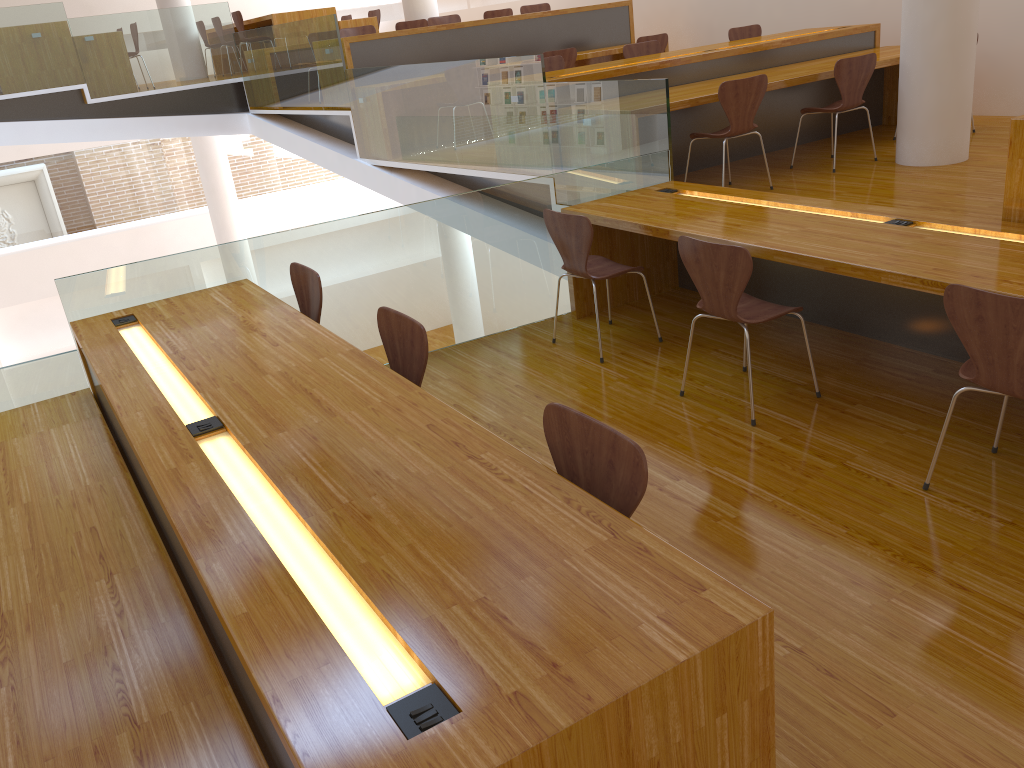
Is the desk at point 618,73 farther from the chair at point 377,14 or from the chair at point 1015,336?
the chair at point 377,14

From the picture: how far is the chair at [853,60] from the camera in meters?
5.6

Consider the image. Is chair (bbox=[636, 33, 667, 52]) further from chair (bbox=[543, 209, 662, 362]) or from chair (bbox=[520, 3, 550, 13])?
chair (bbox=[543, 209, 662, 362])

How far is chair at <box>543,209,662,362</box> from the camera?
4.0m

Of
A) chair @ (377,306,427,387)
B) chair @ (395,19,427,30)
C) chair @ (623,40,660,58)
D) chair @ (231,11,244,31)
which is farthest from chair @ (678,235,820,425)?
chair @ (231,11,244,31)

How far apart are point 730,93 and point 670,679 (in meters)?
4.46

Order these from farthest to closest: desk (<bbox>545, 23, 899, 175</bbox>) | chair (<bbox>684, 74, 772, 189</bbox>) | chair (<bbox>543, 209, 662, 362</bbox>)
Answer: desk (<bbox>545, 23, 899, 175</bbox>) → chair (<bbox>684, 74, 772, 189</bbox>) → chair (<bbox>543, 209, 662, 362</bbox>)

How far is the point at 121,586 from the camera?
2.35m

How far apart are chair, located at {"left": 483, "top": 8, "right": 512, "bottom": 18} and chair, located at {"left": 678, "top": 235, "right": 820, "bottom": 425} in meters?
7.5

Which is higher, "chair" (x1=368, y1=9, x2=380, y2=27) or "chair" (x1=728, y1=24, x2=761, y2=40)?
"chair" (x1=368, y1=9, x2=380, y2=27)
